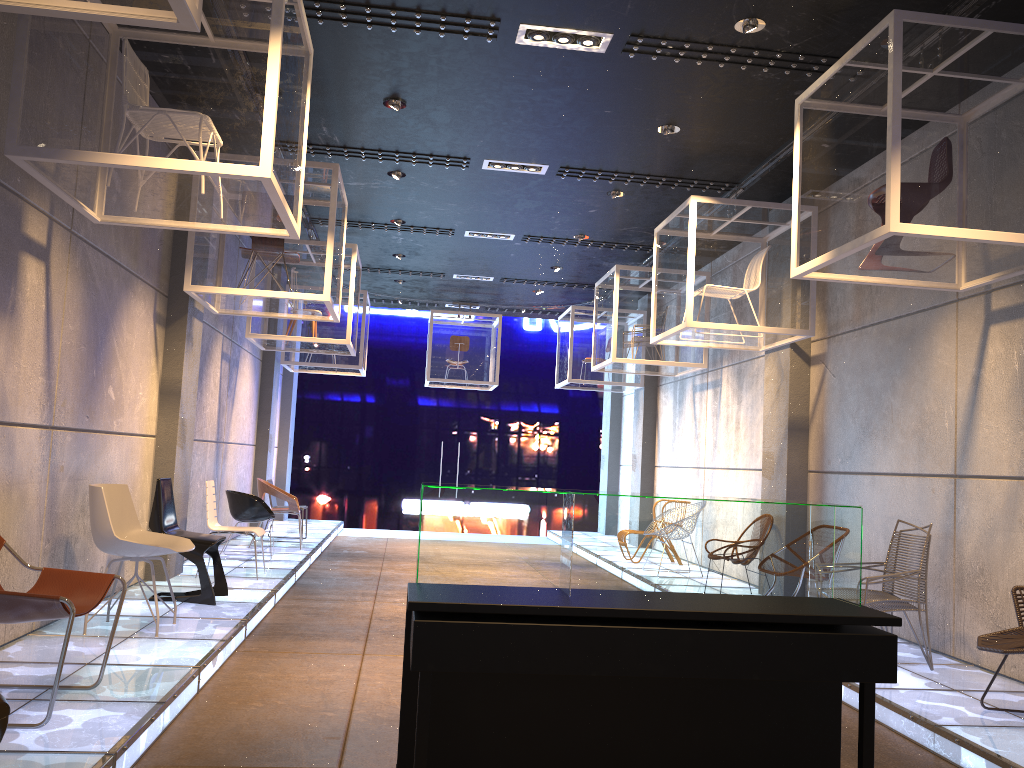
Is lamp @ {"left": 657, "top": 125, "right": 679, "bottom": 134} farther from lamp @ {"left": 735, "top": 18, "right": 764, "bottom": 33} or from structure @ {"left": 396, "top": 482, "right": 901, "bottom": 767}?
structure @ {"left": 396, "top": 482, "right": 901, "bottom": 767}

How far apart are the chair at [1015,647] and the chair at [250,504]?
6.9m

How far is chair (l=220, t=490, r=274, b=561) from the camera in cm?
934

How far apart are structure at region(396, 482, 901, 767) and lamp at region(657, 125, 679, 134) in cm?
433

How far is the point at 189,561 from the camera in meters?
9.0 m

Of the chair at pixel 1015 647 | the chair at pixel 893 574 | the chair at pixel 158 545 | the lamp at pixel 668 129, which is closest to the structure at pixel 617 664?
the chair at pixel 1015 647

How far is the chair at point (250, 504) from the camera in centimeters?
934cm

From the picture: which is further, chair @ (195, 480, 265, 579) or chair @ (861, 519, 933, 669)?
chair @ (195, 480, 265, 579)

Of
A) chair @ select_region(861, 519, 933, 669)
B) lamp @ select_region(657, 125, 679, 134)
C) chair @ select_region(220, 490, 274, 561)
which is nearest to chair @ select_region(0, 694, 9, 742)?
chair @ select_region(861, 519, 933, 669)

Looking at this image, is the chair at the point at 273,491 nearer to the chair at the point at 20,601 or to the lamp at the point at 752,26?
the chair at the point at 20,601
